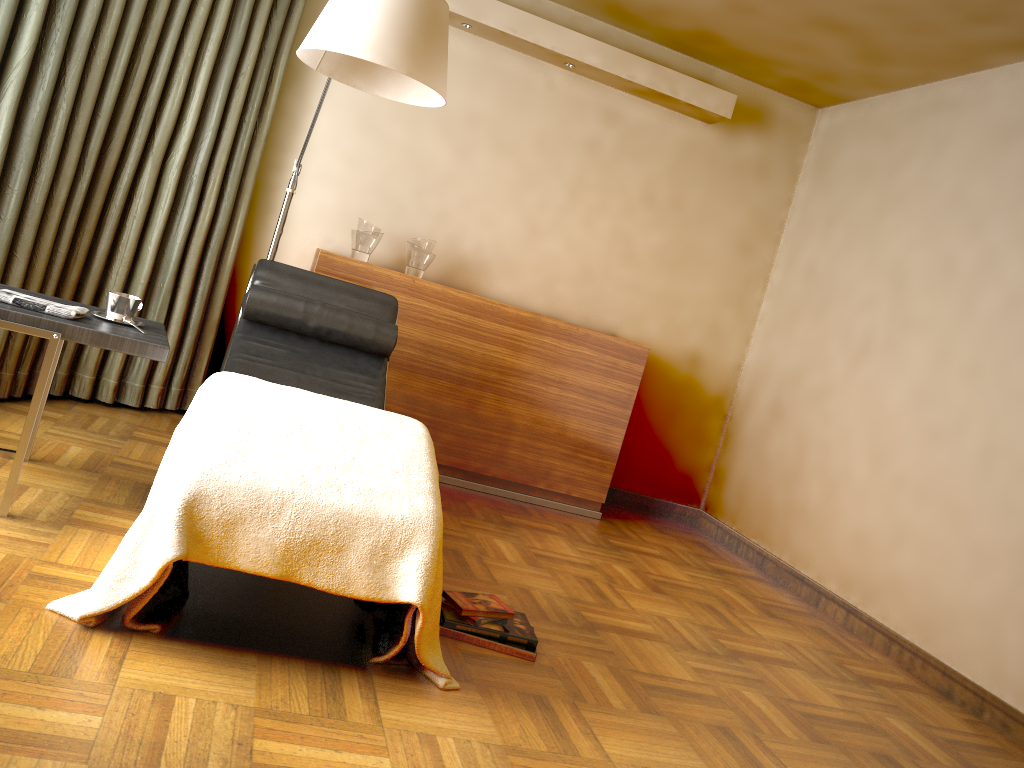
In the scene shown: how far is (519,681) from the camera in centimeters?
227cm

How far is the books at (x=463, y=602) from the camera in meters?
2.5

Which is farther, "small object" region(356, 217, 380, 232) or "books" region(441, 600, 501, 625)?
"small object" region(356, 217, 380, 232)

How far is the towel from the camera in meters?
2.3

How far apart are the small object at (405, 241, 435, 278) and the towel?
1.86m

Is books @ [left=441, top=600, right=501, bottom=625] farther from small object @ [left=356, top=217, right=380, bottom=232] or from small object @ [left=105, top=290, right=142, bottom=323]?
small object @ [left=356, top=217, right=380, bottom=232]

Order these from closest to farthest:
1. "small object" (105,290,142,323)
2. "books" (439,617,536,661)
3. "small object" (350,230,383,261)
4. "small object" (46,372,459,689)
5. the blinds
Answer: "small object" (46,372,459,689), "books" (439,617,536,661), "small object" (105,290,142,323), the blinds, "small object" (350,230,383,261)

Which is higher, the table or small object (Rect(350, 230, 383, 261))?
small object (Rect(350, 230, 383, 261))

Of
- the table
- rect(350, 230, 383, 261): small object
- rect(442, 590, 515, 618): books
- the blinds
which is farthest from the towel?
rect(350, 230, 383, 261): small object

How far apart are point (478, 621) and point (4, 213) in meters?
2.2
